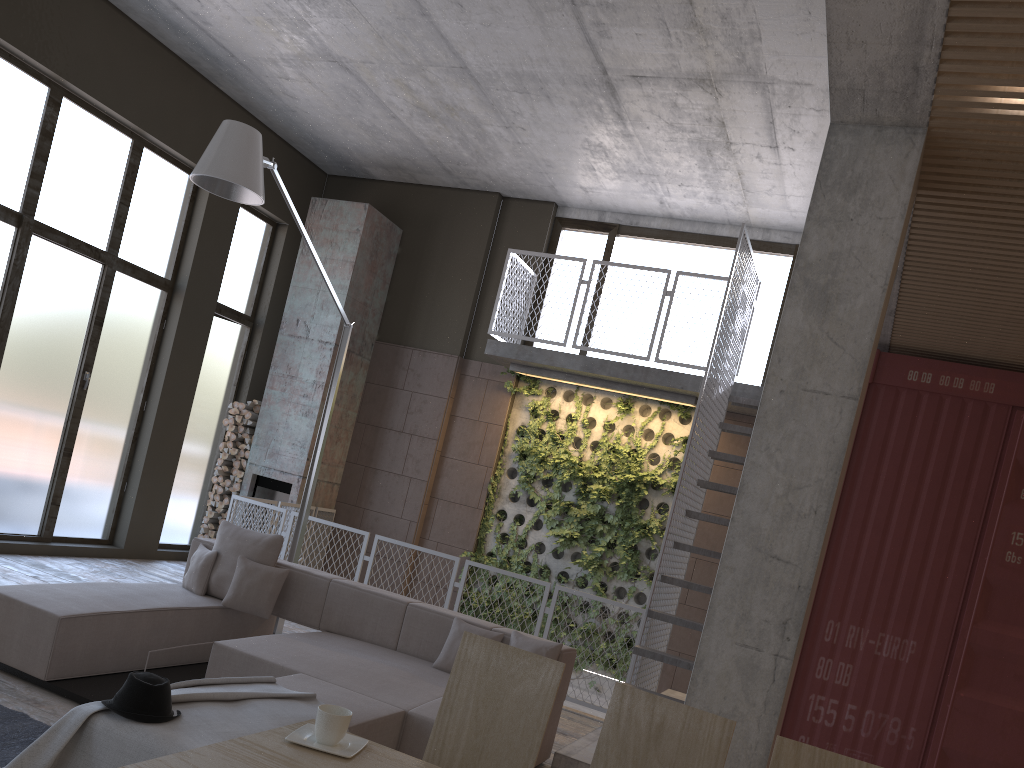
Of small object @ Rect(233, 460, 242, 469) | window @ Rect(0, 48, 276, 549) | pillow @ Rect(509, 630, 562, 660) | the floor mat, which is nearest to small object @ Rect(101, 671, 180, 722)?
the floor mat

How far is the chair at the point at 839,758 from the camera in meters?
2.2

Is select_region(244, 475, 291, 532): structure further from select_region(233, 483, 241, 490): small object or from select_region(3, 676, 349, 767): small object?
select_region(3, 676, 349, 767): small object

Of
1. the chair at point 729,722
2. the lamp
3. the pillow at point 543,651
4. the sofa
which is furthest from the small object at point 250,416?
the chair at point 729,722

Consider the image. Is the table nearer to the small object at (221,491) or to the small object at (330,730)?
the small object at (330,730)

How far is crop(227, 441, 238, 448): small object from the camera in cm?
1047

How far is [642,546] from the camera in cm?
950

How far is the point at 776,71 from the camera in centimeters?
673cm

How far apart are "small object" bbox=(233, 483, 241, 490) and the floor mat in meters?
6.2 m

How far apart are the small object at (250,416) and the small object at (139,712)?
7.3m
